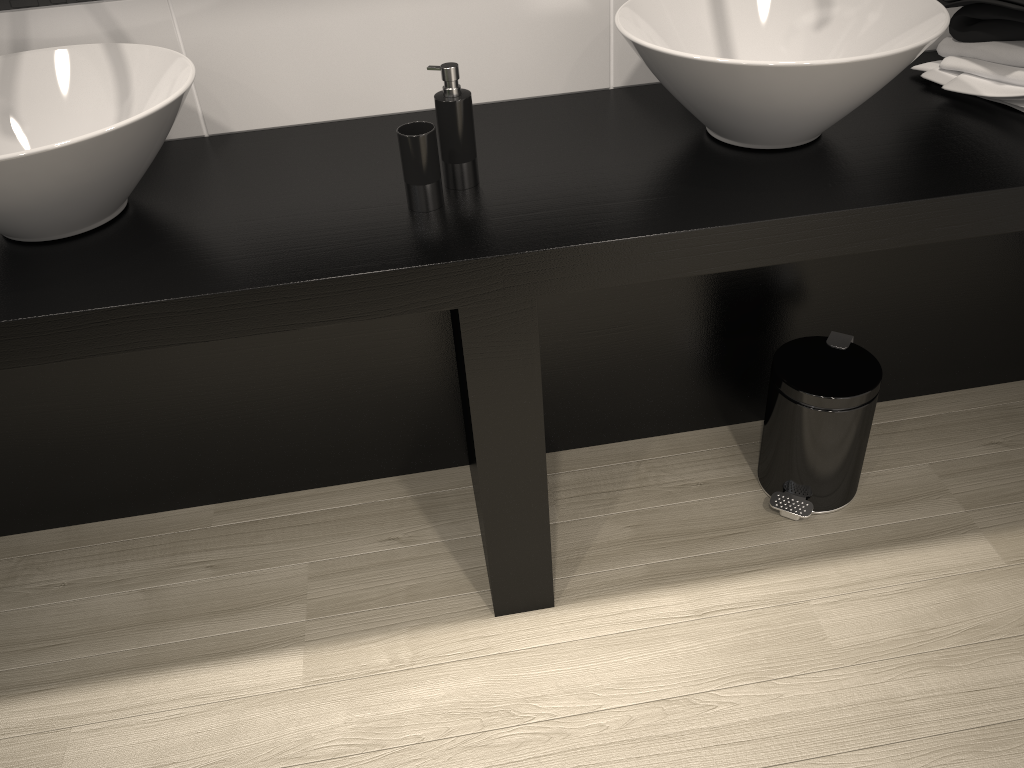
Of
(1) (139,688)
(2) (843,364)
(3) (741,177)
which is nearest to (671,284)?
(2) (843,364)

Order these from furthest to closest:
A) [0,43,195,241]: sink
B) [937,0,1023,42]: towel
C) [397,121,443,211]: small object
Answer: [937,0,1023,42]: towel
[397,121,443,211]: small object
[0,43,195,241]: sink

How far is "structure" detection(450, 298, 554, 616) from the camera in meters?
1.4 m

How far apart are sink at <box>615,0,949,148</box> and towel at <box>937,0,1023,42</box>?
0.16m

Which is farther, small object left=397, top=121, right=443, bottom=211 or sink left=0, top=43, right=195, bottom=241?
small object left=397, top=121, right=443, bottom=211

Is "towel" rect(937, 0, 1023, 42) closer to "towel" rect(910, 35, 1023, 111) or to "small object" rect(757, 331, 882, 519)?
"towel" rect(910, 35, 1023, 111)

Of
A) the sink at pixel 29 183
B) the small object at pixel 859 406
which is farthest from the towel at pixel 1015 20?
the sink at pixel 29 183

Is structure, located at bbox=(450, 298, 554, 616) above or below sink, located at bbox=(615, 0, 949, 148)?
below

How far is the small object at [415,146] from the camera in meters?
1.4

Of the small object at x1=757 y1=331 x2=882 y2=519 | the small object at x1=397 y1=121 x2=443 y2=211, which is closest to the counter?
the small object at x1=397 y1=121 x2=443 y2=211
